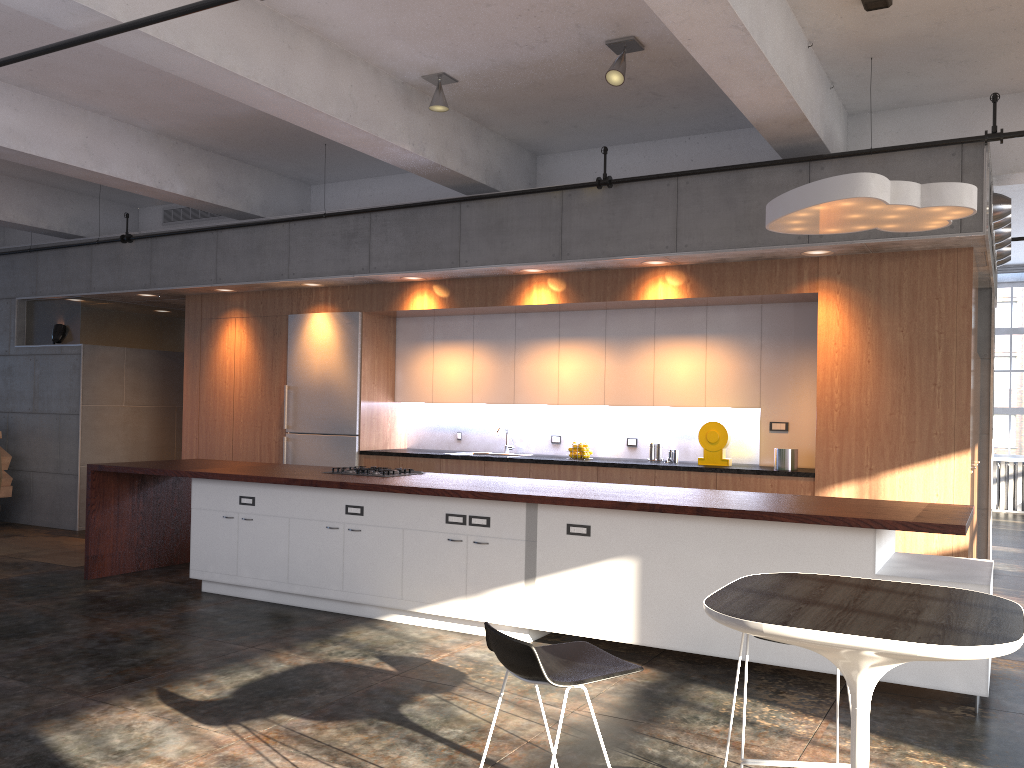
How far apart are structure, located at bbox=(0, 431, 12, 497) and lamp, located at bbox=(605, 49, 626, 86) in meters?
8.6

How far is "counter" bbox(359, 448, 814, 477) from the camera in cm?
696

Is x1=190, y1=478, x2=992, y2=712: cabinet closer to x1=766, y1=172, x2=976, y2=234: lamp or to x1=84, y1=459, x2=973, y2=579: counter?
Result: x1=84, y1=459, x2=973, y2=579: counter

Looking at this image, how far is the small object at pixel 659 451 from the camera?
8.0 meters

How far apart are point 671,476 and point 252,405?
4.82m

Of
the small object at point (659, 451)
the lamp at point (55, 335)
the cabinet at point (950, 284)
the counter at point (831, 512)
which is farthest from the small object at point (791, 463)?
the lamp at point (55, 335)

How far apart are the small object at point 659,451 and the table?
5.1m

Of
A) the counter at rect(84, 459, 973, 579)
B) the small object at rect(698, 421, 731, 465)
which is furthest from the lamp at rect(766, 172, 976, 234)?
the small object at rect(698, 421, 731, 465)

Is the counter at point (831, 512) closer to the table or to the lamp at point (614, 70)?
the table

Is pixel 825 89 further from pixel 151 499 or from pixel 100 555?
pixel 100 555
